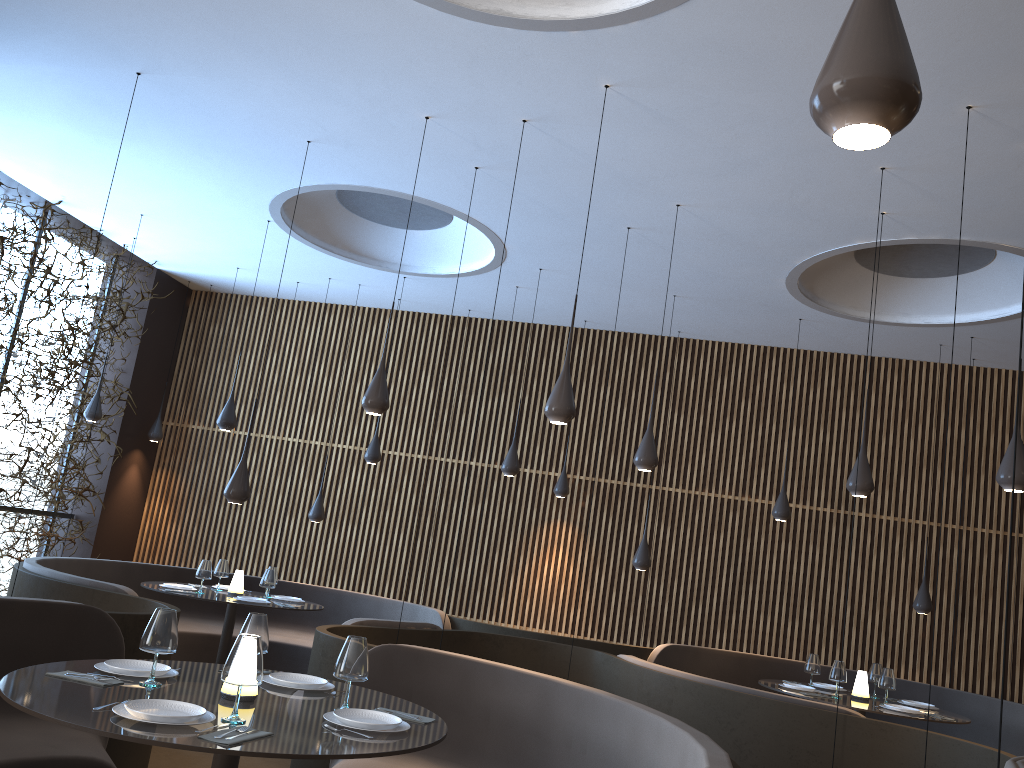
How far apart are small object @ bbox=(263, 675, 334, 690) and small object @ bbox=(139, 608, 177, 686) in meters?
0.6

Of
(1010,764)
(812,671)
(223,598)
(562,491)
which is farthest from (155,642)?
(562,491)

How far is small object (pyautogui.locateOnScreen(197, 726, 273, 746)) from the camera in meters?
2.7 m

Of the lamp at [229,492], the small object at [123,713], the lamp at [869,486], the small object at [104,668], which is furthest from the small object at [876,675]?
the small object at [123,713]

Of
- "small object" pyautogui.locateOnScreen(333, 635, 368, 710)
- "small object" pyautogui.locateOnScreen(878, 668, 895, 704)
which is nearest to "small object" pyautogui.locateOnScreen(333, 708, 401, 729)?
"small object" pyautogui.locateOnScreen(333, 635, 368, 710)

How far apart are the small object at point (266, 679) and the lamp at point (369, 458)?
5.99m

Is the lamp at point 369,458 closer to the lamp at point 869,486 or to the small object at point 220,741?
the lamp at point 869,486

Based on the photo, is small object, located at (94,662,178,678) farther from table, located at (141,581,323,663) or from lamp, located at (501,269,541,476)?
lamp, located at (501,269,541,476)

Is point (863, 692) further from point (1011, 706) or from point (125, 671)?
point (125, 671)

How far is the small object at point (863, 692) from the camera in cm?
741
